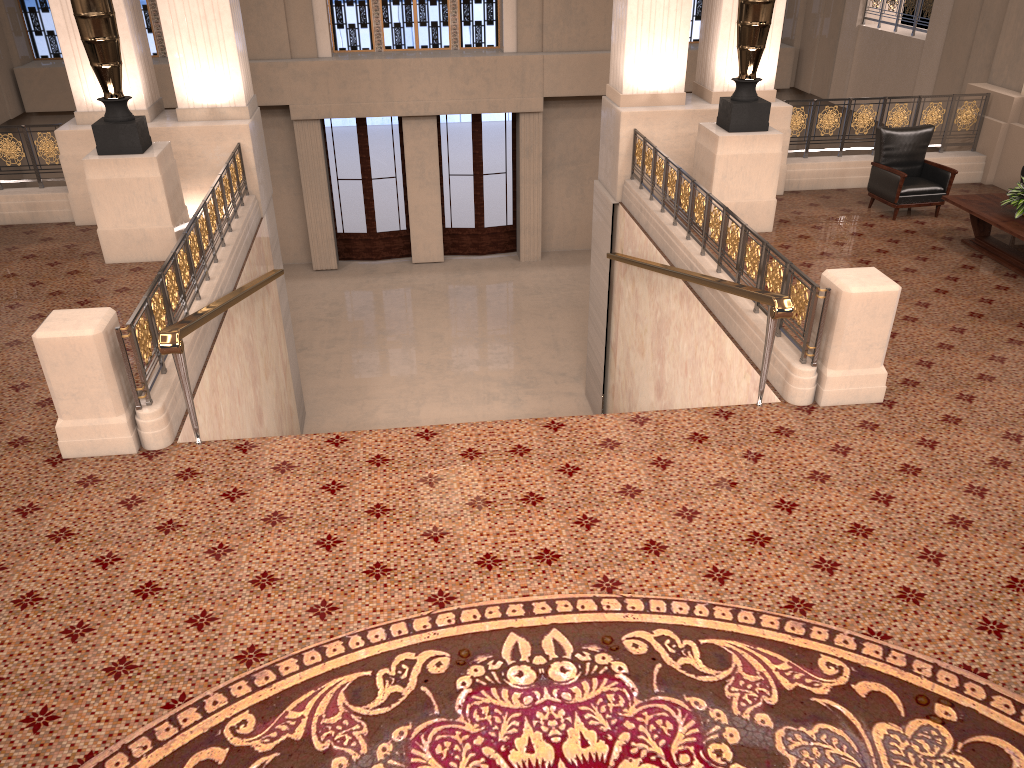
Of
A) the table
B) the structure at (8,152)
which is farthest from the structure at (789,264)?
the structure at (8,152)

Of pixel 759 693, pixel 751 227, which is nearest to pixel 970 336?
pixel 751 227

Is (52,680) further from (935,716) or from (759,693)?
(935,716)

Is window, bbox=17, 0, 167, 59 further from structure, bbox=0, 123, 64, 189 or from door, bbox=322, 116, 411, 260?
structure, bbox=0, 123, 64, 189

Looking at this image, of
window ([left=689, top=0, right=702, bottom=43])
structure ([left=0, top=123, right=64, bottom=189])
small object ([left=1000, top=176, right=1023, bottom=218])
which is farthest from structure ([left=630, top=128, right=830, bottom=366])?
window ([left=689, top=0, right=702, bottom=43])

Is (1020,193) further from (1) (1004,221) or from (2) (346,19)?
(2) (346,19)

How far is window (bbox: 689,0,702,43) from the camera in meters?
16.7 m

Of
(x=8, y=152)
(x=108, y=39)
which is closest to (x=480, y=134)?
(x=8, y=152)

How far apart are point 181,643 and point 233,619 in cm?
25

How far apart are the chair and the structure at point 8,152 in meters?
9.1
